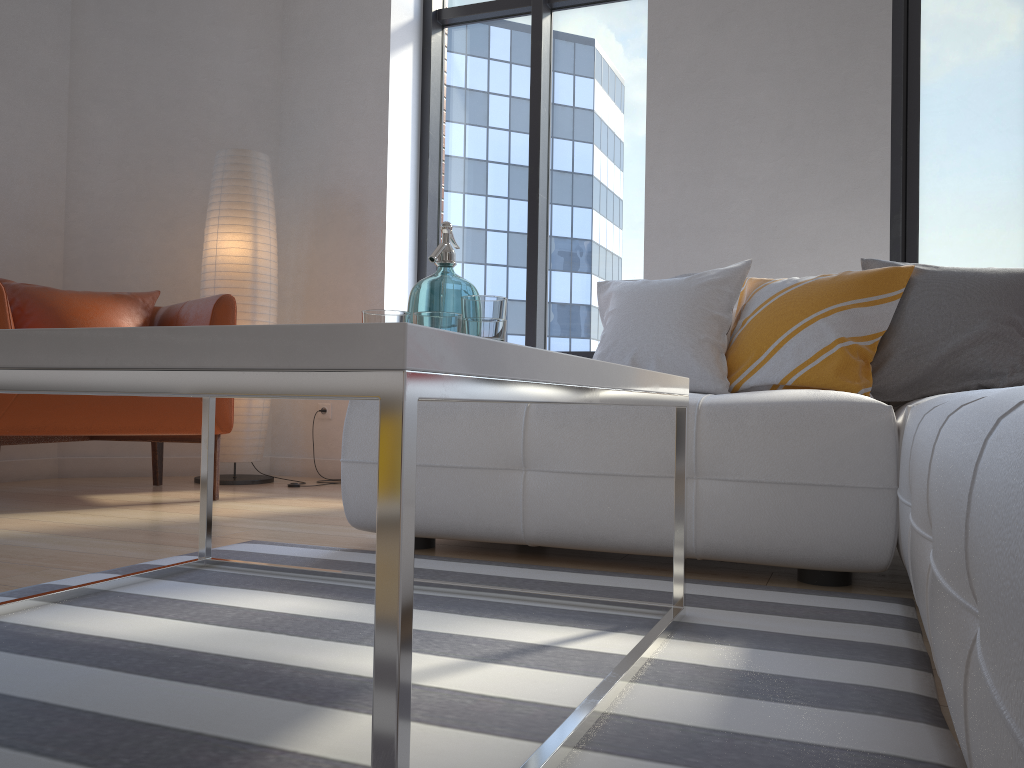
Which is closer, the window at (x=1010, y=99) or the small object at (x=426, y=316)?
the small object at (x=426, y=316)

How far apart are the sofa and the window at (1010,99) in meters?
1.5

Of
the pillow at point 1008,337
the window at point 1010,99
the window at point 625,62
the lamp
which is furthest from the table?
the window at point 1010,99

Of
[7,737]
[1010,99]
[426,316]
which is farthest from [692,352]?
[1010,99]

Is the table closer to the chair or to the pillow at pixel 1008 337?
the pillow at pixel 1008 337

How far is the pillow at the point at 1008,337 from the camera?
2.3 meters

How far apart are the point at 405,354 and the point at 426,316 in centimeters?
75cm

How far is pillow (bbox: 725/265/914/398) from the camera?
2.40m

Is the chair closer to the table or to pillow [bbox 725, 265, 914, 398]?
the table

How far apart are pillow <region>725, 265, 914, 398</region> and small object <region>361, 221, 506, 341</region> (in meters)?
1.24
